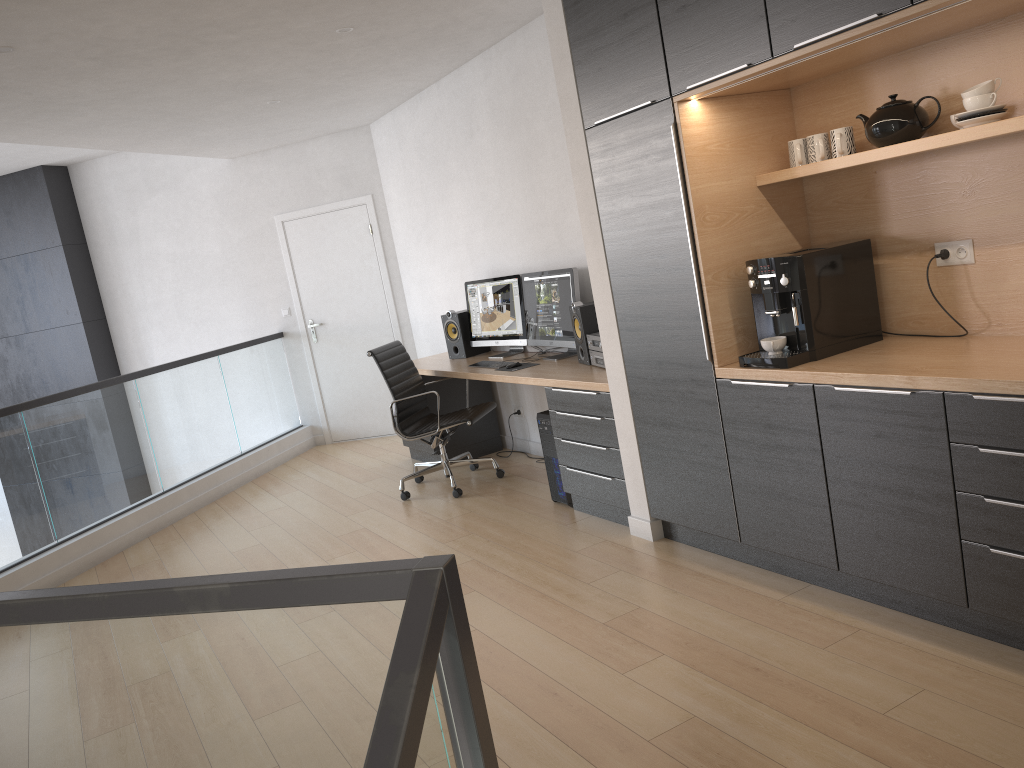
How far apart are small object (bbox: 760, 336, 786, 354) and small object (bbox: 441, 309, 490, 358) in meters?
3.2 m

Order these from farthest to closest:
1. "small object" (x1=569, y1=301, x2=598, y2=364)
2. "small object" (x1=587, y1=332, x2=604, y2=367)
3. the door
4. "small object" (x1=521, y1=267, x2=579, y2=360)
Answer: the door < "small object" (x1=521, y1=267, x2=579, y2=360) < "small object" (x1=569, y1=301, x2=598, y2=364) < "small object" (x1=587, y1=332, x2=604, y2=367)

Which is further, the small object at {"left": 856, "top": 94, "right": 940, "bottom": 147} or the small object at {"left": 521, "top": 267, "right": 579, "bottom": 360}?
A: the small object at {"left": 521, "top": 267, "right": 579, "bottom": 360}

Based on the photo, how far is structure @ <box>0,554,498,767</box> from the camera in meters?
1.3 m

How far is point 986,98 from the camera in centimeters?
271cm

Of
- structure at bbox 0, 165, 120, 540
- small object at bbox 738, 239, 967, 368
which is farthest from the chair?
structure at bbox 0, 165, 120, 540

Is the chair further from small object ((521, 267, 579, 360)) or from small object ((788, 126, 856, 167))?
small object ((788, 126, 856, 167))

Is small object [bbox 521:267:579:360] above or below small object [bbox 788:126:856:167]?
below

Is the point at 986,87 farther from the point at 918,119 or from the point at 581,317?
the point at 581,317

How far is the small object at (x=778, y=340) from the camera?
3.28m
